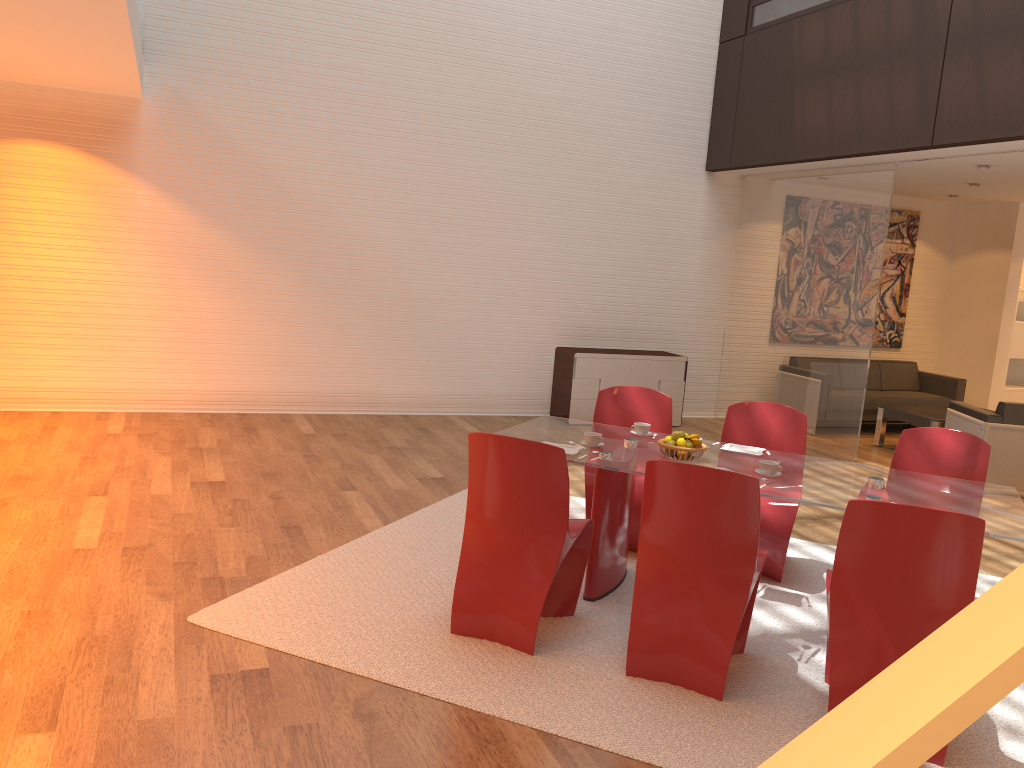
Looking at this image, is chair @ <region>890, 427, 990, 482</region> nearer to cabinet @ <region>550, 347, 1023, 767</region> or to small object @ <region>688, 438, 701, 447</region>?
small object @ <region>688, 438, 701, 447</region>

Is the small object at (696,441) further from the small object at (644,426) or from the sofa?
the sofa

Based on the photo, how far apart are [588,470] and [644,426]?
0.5 meters

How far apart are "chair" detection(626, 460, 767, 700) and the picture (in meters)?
7.77

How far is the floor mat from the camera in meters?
3.2 m

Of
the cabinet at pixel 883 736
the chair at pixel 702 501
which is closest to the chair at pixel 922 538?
the chair at pixel 702 501

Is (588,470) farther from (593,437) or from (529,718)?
(529,718)

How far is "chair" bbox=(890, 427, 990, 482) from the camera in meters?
4.5 m

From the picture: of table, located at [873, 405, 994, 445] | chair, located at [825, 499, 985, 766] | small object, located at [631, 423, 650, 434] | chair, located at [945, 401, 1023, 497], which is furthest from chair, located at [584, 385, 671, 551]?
→ table, located at [873, 405, 994, 445]

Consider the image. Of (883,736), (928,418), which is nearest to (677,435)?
(883,736)
